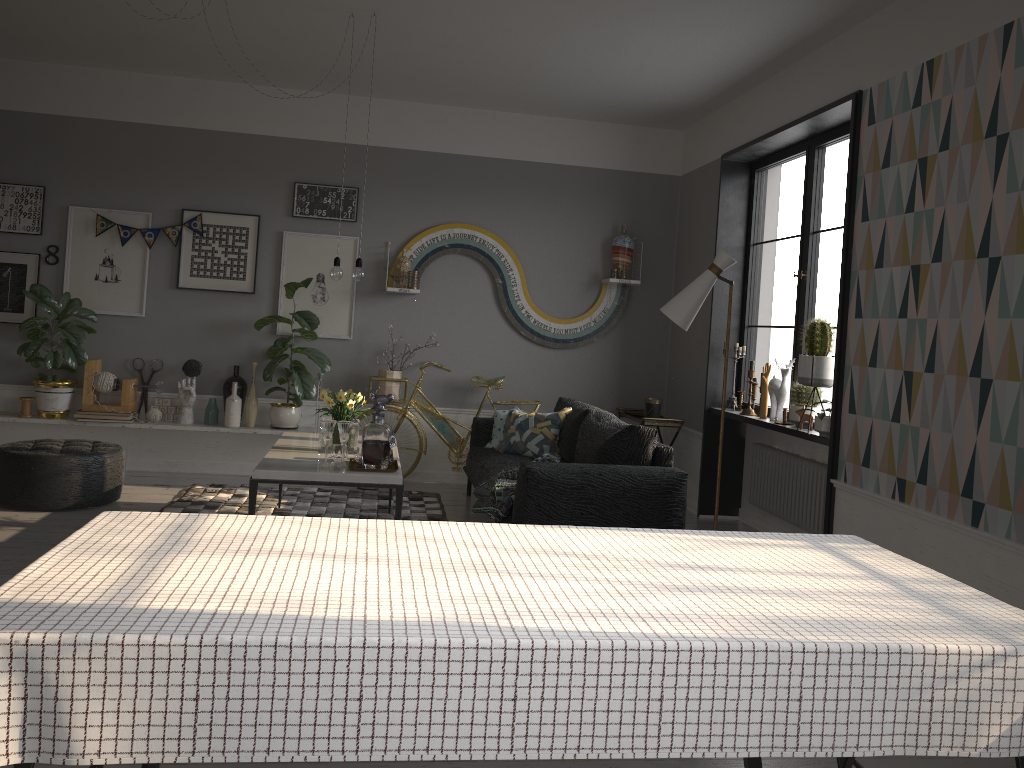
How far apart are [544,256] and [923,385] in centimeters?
370cm

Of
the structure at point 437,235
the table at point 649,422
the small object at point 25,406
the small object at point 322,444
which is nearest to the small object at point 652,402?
the table at point 649,422

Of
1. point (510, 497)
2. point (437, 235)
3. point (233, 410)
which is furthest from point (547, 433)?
Result: point (233, 410)

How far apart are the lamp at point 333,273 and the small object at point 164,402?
2.4m

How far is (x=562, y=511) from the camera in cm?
445

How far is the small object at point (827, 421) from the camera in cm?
474

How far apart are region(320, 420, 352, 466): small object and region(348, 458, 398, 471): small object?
0.14m

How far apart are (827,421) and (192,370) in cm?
446

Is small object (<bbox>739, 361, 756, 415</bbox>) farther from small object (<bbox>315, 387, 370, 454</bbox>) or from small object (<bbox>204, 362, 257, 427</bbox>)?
small object (<bbox>204, 362, 257, 427</bbox>)

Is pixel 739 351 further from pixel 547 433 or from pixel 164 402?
pixel 164 402
